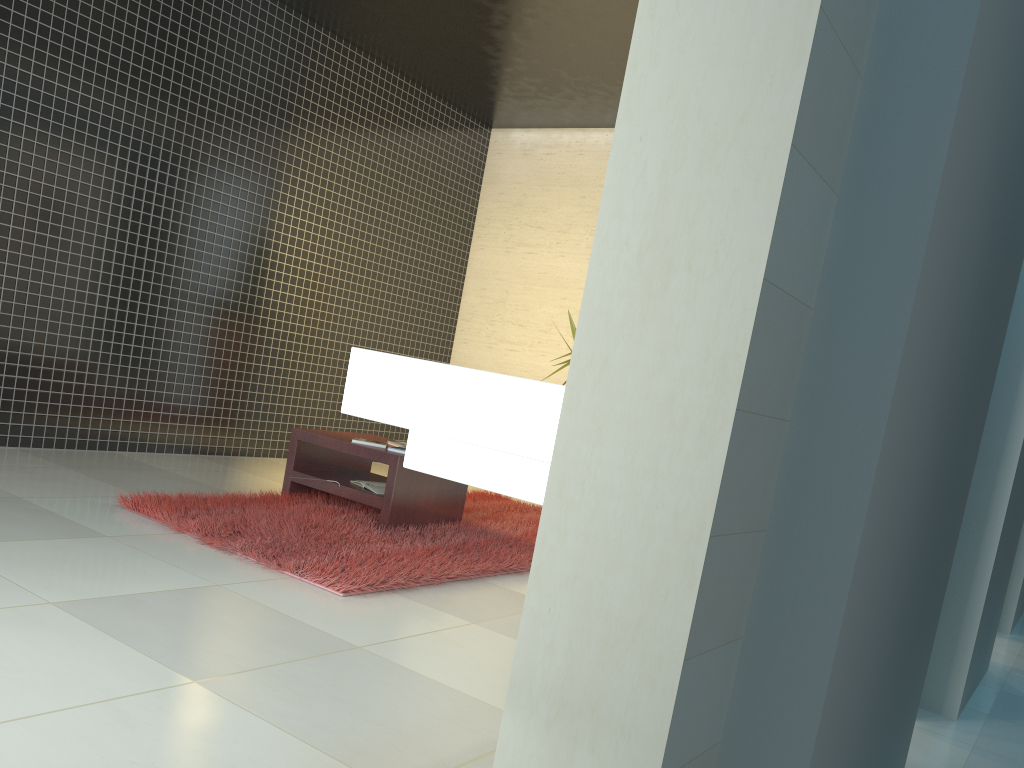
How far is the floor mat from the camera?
3.7 meters

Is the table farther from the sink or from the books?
the sink

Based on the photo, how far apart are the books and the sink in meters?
3.3 m

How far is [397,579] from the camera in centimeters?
370cm

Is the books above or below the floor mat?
above

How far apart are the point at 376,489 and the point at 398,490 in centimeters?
22cm

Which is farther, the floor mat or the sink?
the floor mat

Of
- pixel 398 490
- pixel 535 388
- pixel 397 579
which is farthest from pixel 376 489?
pixel 535 388

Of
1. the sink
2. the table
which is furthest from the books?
the sink

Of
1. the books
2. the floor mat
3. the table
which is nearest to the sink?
the floor mat
